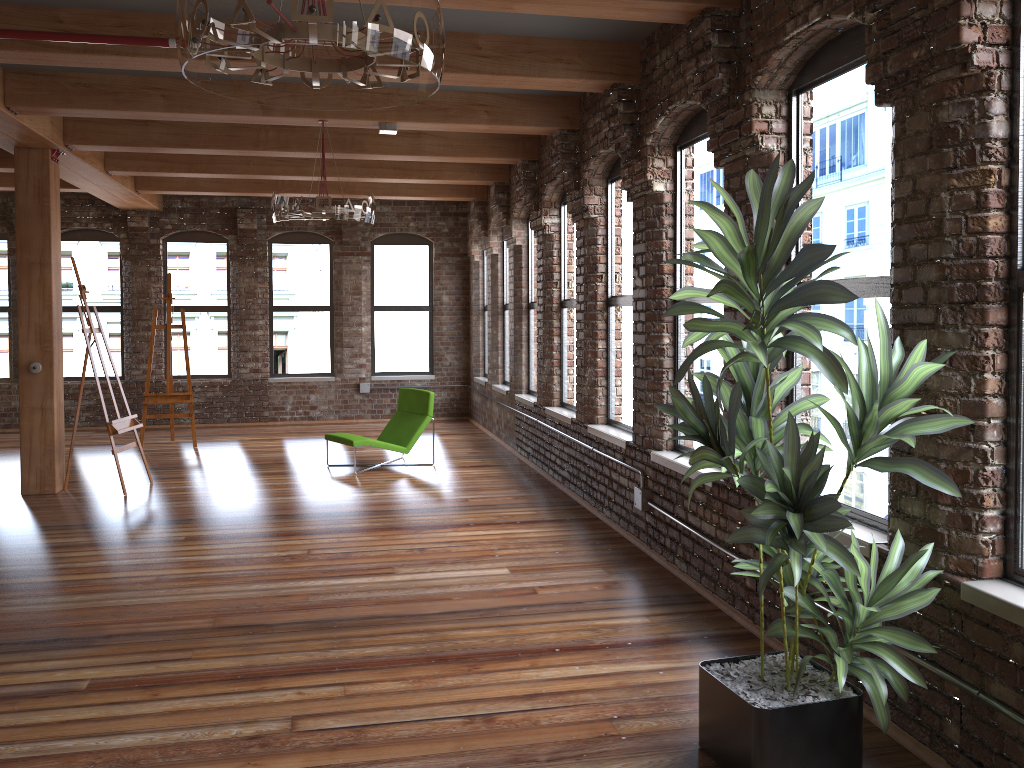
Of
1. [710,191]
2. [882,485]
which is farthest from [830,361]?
[710,191]

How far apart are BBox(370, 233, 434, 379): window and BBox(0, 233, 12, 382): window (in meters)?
5.05

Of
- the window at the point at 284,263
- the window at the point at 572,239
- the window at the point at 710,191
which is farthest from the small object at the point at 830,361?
the window at the point at 284,263

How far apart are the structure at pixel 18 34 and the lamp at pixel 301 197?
2.0m

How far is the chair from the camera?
9.1m

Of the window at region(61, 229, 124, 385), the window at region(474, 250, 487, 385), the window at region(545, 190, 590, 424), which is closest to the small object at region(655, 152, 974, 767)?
the window at region(545, 190, 590, 424)

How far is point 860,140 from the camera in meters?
3.8 m

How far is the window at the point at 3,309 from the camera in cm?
1234

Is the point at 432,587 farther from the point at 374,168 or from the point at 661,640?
Answer: the point at 374,168

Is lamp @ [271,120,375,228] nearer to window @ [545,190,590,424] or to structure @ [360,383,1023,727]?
window @ [545,190,590,424]
